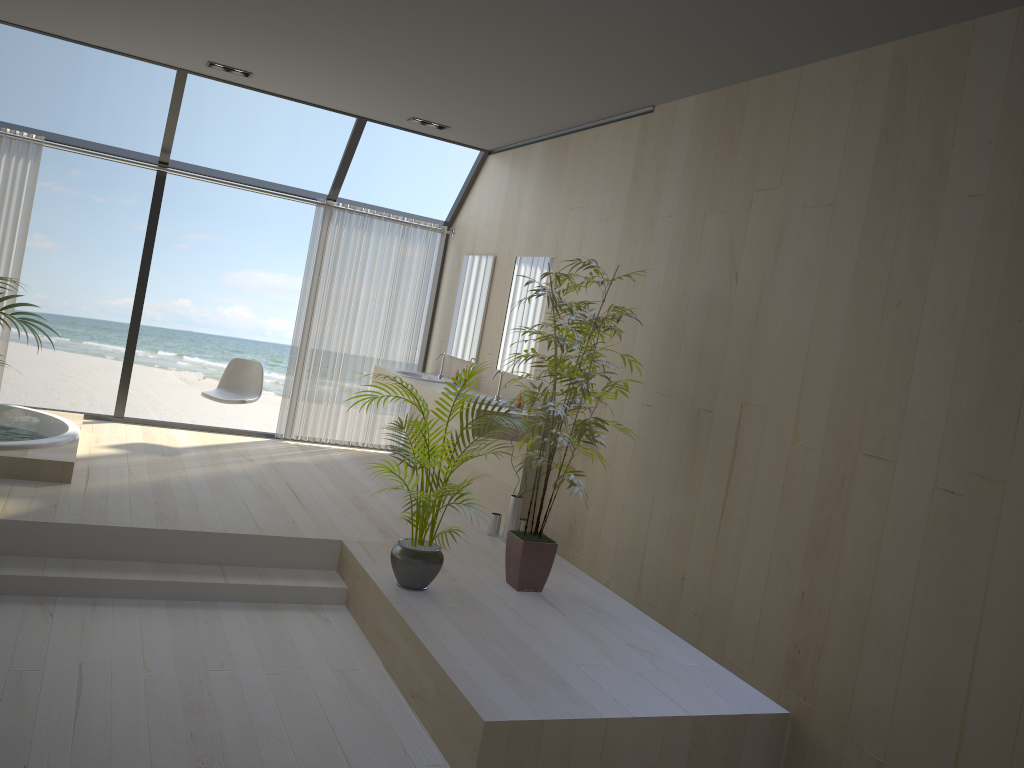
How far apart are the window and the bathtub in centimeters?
67cm

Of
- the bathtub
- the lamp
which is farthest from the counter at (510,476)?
the lamp

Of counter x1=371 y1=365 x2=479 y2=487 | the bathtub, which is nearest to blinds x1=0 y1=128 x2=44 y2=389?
the bathtub

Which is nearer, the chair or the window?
the window

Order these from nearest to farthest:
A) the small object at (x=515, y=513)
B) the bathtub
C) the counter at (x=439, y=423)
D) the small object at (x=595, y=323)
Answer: the small object at (x=595, y=323) < the bathtub < the small object at (x=515, y=513) < the counter at (x=439, y=423)

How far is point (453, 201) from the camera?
17.8m

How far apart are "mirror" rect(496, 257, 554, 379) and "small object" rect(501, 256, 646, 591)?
1.3m

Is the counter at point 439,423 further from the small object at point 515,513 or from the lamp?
the lamp

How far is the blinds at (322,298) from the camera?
7.6m

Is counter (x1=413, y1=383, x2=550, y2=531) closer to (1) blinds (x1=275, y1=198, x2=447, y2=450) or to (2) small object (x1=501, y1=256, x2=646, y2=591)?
(2) small object (x1=501, y1=256, x2=646, y2=591)
